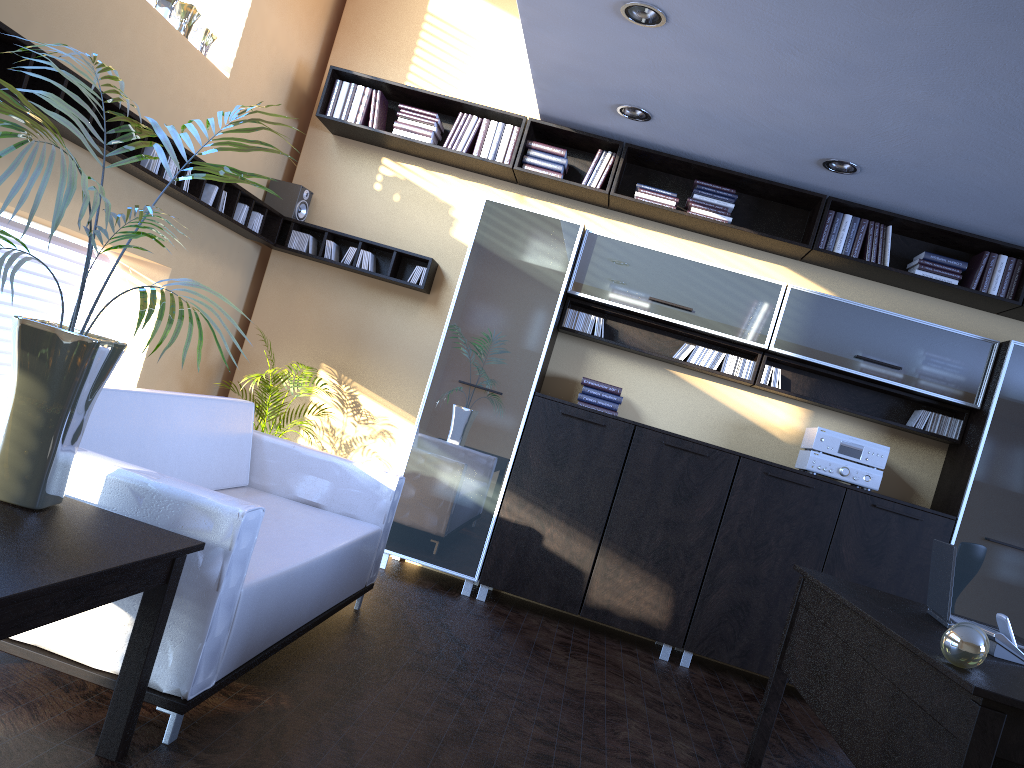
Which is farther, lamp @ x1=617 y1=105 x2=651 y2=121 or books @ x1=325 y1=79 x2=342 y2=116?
books @ x1=325 y1=79 x2=342 y2=116

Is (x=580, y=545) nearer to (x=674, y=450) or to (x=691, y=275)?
(x=674, y=450)

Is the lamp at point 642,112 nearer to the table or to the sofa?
the sofa

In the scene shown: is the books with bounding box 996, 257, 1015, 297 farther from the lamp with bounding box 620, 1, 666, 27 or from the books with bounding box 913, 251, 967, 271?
the lamp with bounding box 620, 1, 666, 27

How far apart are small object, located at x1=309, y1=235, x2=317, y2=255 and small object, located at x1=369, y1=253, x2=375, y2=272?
0.41m

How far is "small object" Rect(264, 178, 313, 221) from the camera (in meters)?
5.91

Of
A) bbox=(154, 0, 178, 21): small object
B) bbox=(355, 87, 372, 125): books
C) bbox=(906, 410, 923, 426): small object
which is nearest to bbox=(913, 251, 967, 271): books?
bbox=(906, 410, 923, 426): small object

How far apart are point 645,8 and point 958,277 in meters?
2.8 m

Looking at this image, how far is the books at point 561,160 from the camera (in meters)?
5.65

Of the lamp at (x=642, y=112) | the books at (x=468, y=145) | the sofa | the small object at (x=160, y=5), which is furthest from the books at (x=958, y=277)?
the small object at (x=160, y=5)
